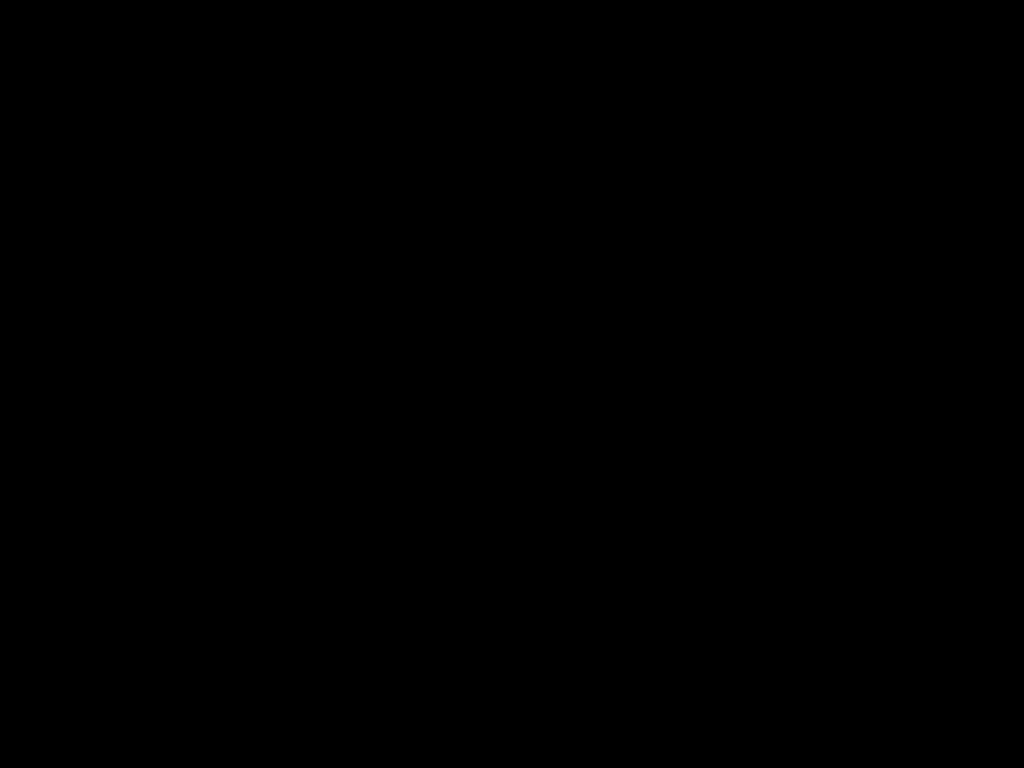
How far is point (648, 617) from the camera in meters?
1.2 m

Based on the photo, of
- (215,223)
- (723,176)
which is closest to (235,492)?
(215,223)
